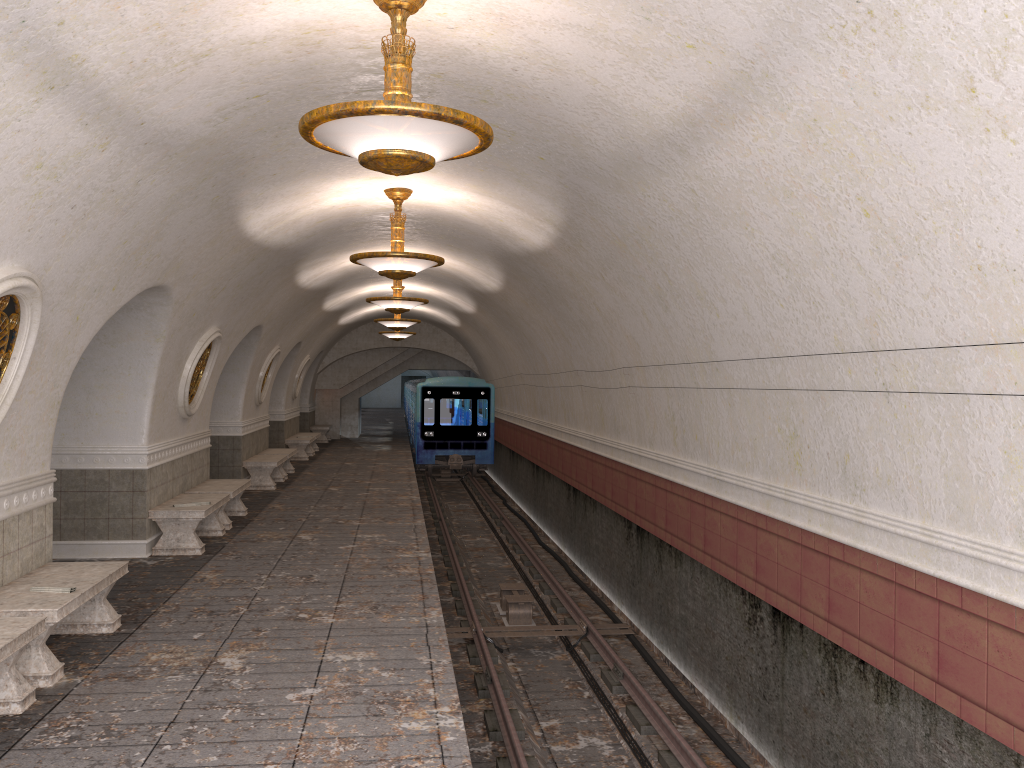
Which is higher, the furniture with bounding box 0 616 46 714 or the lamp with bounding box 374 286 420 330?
the lamp with bounding box 374 286 420 330

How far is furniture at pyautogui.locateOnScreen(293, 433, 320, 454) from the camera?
24.7m

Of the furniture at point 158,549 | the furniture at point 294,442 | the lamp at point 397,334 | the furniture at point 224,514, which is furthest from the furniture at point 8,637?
the lamp at point 397,334

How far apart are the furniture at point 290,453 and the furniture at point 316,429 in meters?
9.3 m

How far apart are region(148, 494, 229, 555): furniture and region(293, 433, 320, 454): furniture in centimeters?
1360cm

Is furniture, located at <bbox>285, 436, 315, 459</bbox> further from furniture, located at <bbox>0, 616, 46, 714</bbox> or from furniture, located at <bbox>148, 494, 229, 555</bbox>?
furniture, located at <bbox>0, 616, 46, 714</bbox>

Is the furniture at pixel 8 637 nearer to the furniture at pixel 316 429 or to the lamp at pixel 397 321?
the lamp at pixel 397 321

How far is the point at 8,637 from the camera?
5.0 meters

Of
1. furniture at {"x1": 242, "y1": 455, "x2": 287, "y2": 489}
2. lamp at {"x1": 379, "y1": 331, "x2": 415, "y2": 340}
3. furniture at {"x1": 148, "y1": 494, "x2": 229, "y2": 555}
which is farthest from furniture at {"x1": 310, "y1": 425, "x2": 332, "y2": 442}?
furniture at {"x1": 148, "y1": 494, "x2": 229, "y2": 555}

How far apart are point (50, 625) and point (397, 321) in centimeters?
1333cm
